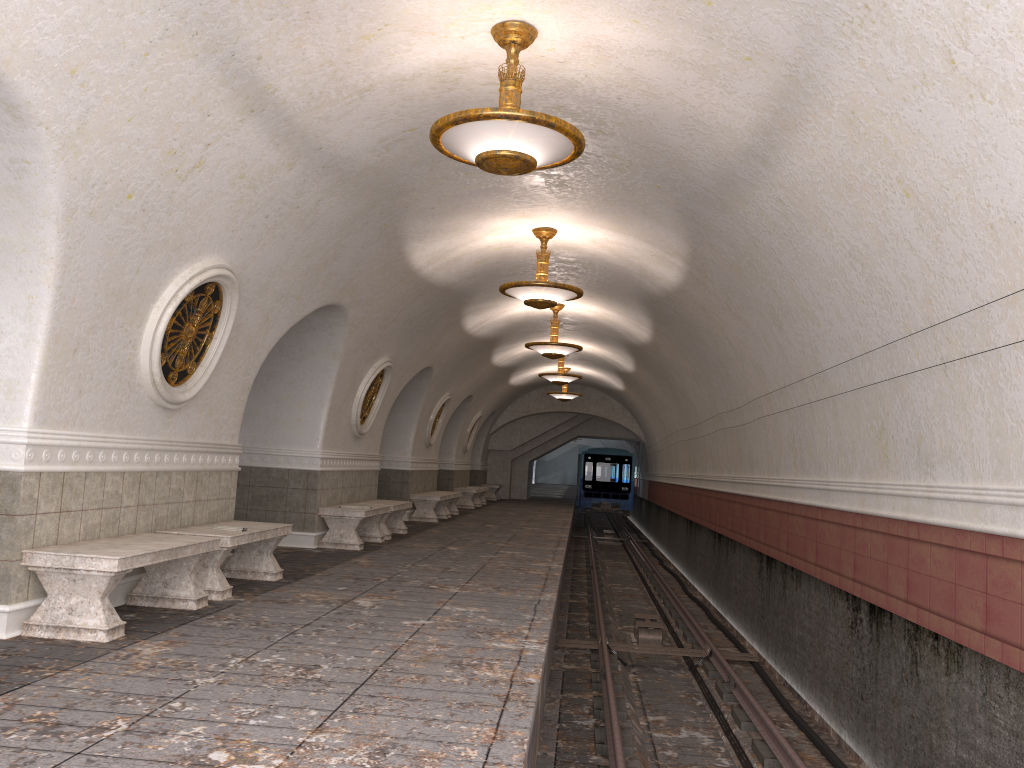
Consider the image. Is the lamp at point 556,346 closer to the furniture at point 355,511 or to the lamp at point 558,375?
the furniture at point 355,511

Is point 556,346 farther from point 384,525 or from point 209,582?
point 209,582

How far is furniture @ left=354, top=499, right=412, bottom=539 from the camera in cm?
1294

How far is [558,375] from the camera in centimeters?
1969cm

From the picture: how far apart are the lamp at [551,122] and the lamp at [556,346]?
8.8 meters

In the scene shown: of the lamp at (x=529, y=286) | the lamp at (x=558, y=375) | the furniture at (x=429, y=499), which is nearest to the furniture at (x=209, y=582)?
the lamp at (x=529, y=286)

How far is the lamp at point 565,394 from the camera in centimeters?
2455cm

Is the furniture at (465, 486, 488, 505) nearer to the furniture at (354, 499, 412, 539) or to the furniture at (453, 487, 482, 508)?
the furniture at (453, 487, 482, 508)

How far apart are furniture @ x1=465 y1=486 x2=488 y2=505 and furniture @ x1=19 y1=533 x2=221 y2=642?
19.51m

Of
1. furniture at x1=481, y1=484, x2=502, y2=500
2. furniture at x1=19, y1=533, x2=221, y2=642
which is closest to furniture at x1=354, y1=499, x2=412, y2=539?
furniture at x1=19, y1=533, x2=221, y2=642
